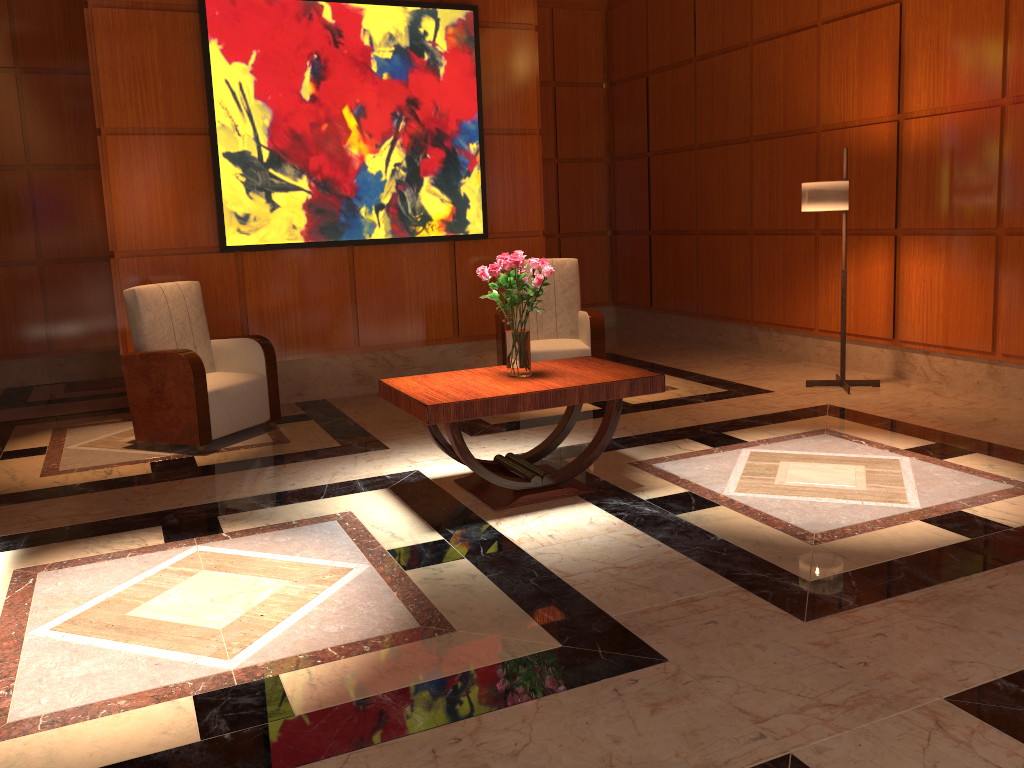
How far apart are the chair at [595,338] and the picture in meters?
0.6 m

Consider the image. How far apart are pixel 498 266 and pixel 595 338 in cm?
234

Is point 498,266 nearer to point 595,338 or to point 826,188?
point 595,338

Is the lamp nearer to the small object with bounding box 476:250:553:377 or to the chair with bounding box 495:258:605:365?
the chair with bounding box 495:258:605:365

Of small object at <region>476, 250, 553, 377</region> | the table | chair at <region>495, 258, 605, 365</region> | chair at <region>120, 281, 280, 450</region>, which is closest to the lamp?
chair at <region>495, 258, 605, 365</region>

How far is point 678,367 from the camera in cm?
733

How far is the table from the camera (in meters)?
3.77

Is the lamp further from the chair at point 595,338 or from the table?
the table

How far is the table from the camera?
3.8m

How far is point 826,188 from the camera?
5.80m
